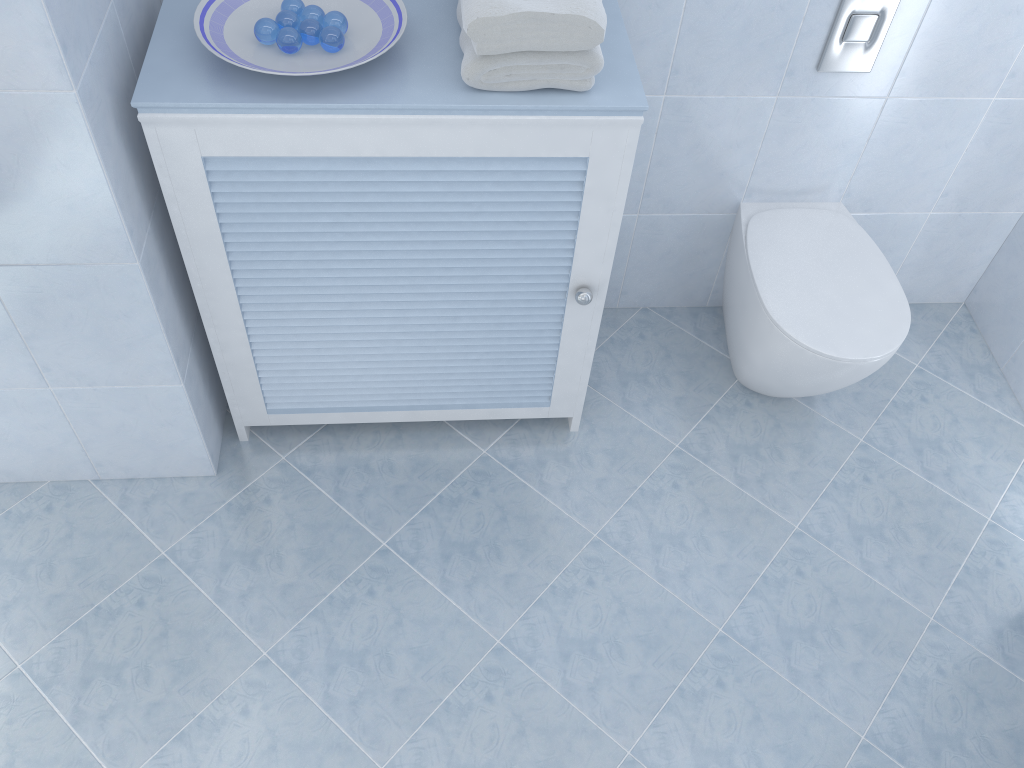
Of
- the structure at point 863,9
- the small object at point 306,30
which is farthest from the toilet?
the small object at point 306,30

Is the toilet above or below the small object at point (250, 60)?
below

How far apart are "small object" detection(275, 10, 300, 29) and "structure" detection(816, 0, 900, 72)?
1.1 meters

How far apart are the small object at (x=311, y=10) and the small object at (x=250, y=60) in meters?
0.0 m

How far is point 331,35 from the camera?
1.4m

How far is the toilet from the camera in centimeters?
190cm

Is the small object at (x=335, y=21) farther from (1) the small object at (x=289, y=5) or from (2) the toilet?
(2) the toilet

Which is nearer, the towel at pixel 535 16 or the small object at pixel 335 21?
the towel at pixel 535 16

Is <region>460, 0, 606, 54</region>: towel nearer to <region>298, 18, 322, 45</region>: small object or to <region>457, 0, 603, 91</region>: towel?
<region>457, 0, 603, 91</region>: towel

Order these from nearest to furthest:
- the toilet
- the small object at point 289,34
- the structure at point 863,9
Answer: the small object at point 289,34, the structure at point 863,9, the toilet
